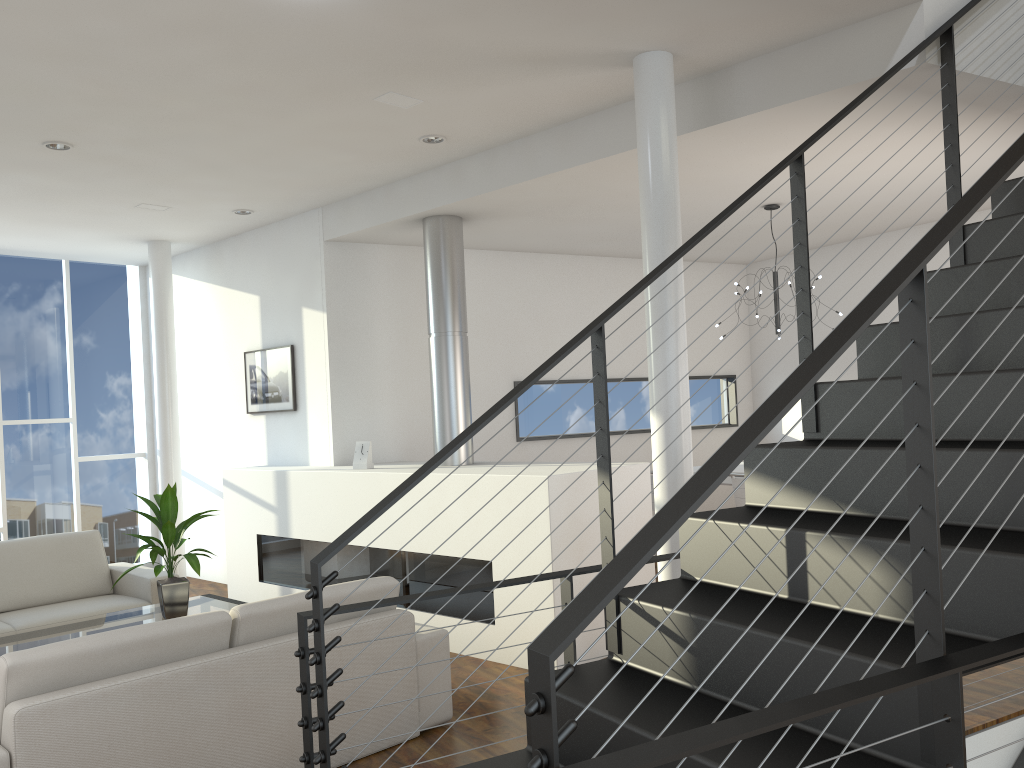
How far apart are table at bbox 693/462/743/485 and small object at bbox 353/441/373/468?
1.94m

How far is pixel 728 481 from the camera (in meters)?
4.78

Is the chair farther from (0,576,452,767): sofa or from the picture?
the picture

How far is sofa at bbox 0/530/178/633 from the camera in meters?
4.4 m

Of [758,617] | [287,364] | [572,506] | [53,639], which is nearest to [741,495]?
[572,506]

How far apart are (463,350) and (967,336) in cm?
285

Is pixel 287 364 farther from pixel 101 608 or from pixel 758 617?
pixel 758 617

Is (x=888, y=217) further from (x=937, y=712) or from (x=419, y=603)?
(x=937, y=712)

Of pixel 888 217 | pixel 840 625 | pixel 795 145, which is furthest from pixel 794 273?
pixel 840 625

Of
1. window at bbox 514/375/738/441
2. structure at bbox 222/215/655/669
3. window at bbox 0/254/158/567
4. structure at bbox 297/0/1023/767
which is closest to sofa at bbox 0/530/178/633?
structure at bbox 222/215/655/669
